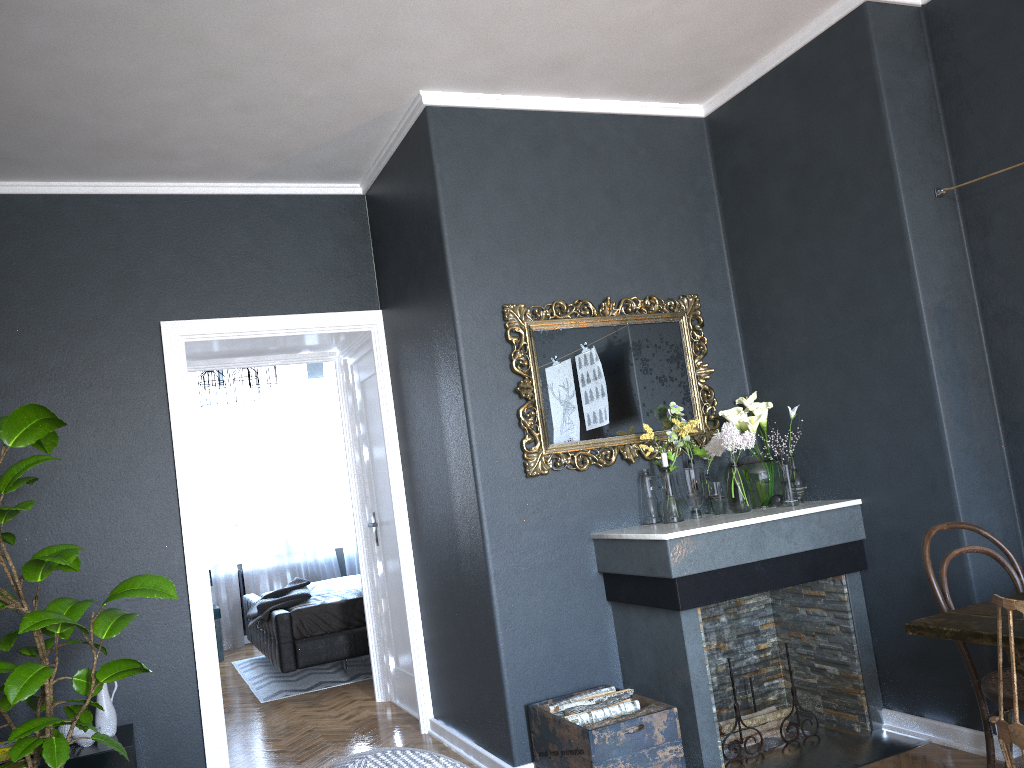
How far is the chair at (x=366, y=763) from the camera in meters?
1.6 m

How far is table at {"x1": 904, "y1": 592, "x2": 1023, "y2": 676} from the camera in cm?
219

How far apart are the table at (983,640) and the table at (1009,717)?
0.83m

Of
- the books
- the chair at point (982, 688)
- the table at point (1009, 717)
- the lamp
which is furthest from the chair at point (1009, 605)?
the lamp

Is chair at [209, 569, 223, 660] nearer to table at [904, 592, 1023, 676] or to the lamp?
the lamp

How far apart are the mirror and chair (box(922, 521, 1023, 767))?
1.4m

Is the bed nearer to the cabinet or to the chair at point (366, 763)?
the cabinet

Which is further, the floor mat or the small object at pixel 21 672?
the floor mat

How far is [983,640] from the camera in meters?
2.2

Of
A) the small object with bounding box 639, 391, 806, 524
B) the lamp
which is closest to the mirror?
the small object with bounding box 639, 391, 806, 524
